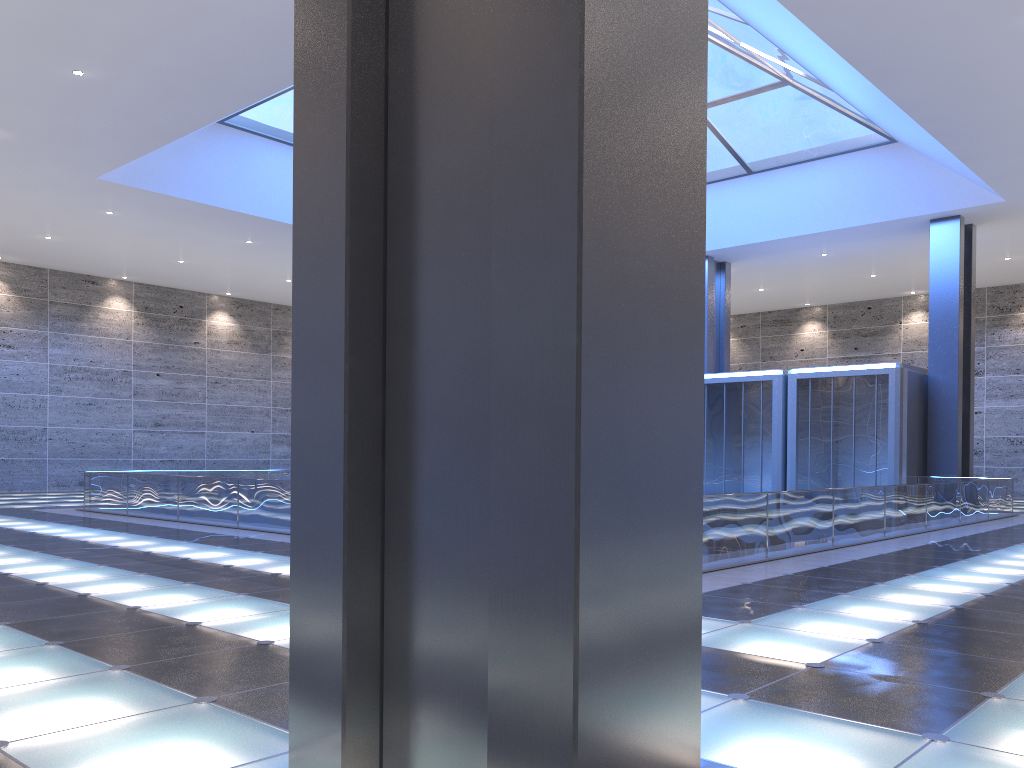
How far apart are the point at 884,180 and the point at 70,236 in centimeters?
2752cm
